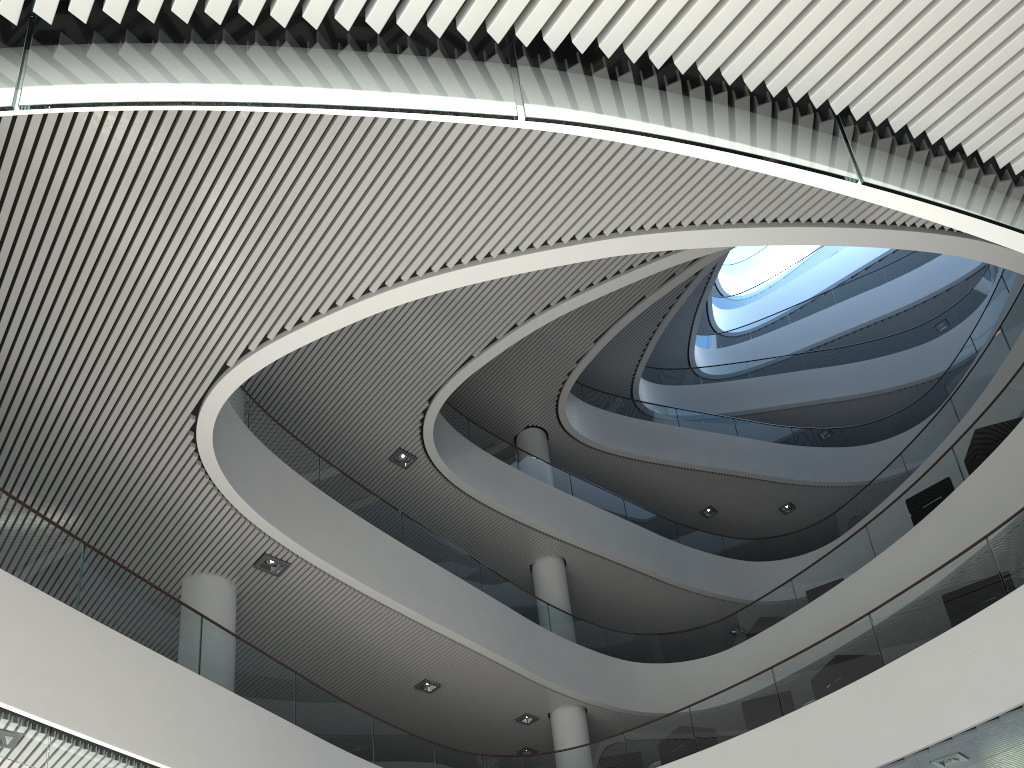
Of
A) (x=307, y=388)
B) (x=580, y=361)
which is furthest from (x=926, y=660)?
(x=580, y=361)
